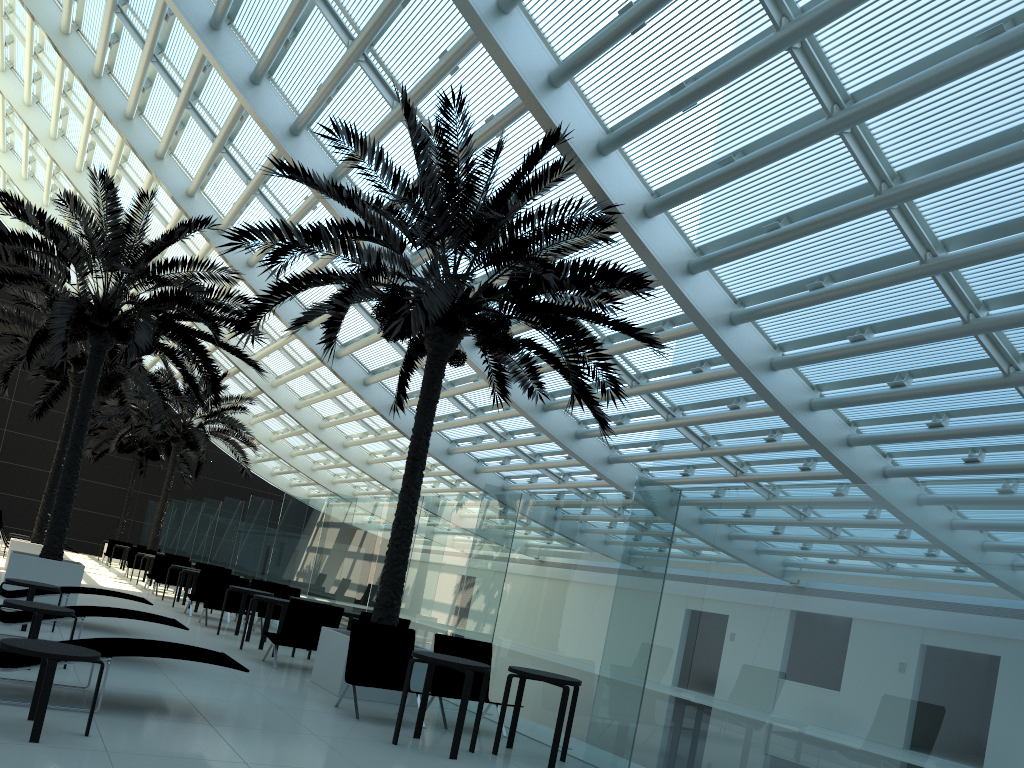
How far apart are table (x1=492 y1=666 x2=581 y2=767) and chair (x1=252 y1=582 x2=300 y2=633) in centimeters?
832cm

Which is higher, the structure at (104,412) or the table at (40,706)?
the structure at (104,412)

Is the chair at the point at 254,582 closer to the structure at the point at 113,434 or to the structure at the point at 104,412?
the structure at the point at 104,412

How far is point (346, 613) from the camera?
12.0m

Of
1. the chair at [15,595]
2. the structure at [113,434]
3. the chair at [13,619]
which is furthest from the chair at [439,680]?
the structure at [113,434]

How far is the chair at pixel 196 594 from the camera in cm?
1547

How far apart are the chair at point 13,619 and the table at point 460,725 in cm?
299

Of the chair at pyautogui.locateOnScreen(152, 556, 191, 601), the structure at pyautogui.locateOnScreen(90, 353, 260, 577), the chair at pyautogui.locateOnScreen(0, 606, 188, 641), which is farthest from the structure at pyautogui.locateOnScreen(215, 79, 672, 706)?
the structure at pyautogui.locateOnScreen(90, 353, 260, 577)

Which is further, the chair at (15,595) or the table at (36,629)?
the chair at (15,595)

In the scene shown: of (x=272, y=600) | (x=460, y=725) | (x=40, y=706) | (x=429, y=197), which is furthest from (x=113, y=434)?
(x=40, y=706)
